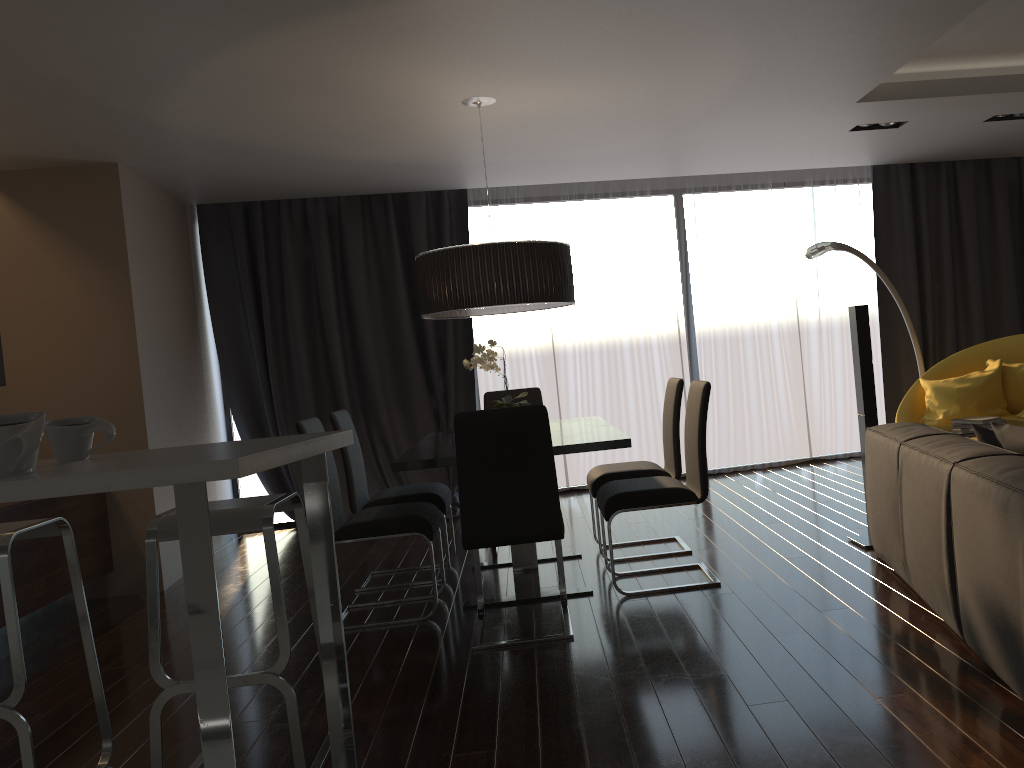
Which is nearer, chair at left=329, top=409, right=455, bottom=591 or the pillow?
the pillow

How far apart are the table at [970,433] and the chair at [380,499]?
2.65m

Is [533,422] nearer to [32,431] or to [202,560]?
[202,560]

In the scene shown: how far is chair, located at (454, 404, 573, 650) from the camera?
3.52m

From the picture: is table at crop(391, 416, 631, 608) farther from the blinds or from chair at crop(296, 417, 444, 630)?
the blinds

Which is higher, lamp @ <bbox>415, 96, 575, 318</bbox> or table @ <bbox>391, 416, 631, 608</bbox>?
lamp @ <bbox>415, 96, 575, 318</bbox>

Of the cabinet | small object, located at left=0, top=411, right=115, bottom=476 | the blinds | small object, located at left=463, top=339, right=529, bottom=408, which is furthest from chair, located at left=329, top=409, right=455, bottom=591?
small object, located at left=0, top=411, right=115, bottom=476

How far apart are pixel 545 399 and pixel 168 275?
3.1m

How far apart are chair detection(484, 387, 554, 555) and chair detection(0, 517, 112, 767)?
2.6m

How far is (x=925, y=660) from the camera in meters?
2.9 m
